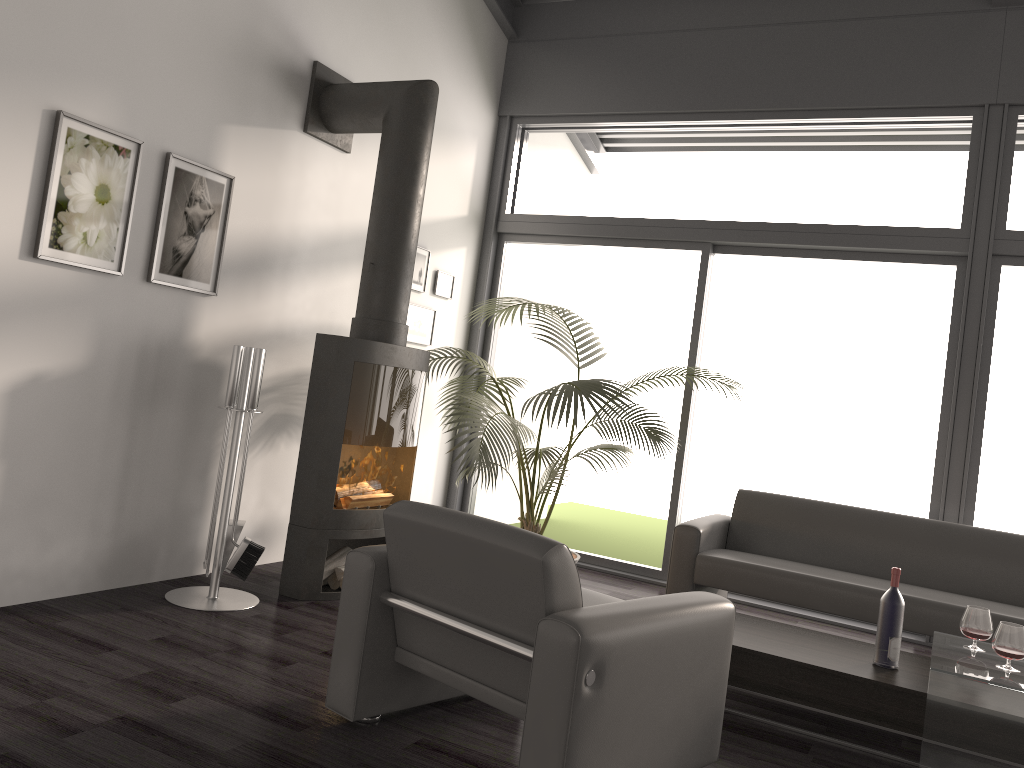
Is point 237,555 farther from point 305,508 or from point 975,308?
point 975,308

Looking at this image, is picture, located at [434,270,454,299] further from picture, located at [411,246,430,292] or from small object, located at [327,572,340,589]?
small object, located at [327,572,340,589]

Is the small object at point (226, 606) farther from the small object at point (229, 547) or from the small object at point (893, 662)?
the small object at point (893, 662)

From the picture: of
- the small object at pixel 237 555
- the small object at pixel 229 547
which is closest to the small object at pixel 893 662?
the small object at pixel 237 555

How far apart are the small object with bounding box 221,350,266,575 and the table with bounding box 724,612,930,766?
2.2 meters

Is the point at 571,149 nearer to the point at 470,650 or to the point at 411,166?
the point at 411,166

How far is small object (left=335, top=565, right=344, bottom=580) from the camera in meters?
4.3 m

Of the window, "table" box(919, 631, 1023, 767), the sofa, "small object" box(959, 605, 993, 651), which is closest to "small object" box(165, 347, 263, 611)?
the sofa

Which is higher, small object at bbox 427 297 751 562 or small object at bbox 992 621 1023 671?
small object at bbox 427 297 751 562

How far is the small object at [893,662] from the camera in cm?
333
